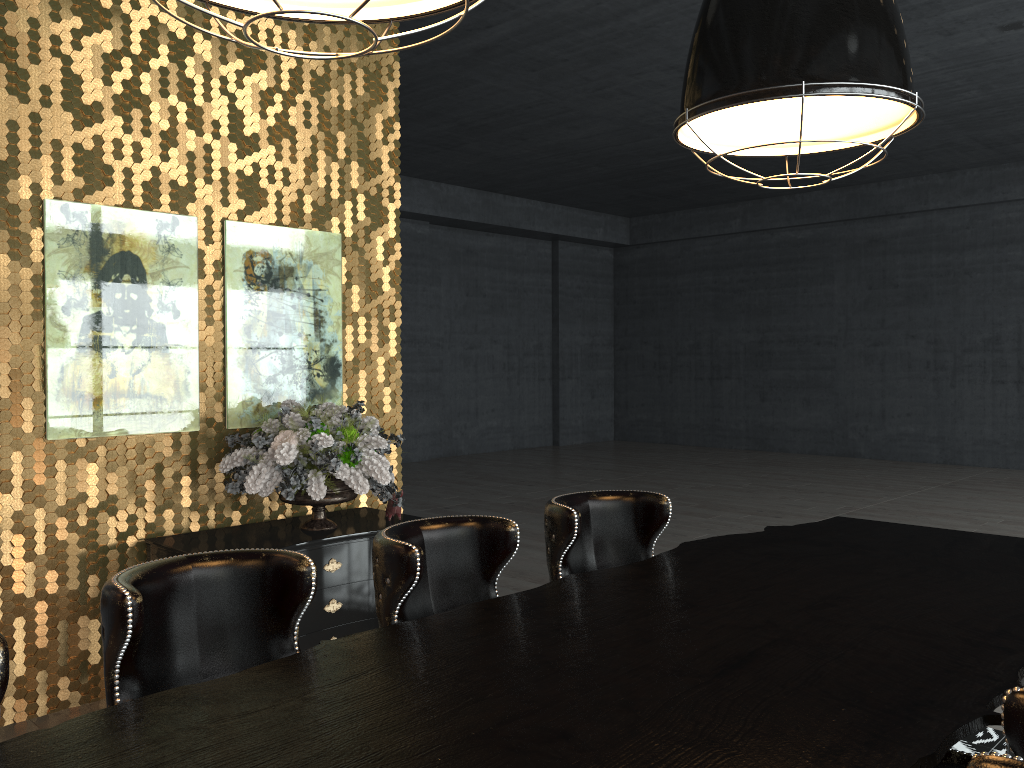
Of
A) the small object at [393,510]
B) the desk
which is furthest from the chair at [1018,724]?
the small object at [393,510]

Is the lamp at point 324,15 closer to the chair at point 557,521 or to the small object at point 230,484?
the chair at point 557,521

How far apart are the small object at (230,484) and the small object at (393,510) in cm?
13

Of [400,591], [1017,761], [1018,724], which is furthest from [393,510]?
[1017,761]

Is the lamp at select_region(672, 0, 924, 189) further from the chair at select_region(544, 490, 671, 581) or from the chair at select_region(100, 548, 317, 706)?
the chair at select_region(100, 548, 317, 706)

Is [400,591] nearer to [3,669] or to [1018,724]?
[3,669]

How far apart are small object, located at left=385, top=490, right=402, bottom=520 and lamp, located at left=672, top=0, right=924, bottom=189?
2.8 meters

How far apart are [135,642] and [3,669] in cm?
35

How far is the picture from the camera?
4.00m

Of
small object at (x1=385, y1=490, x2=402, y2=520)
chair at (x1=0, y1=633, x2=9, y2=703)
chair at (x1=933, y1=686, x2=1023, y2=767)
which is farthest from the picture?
chair at (x1=933, y1=686, x2=1023, y2=767)
